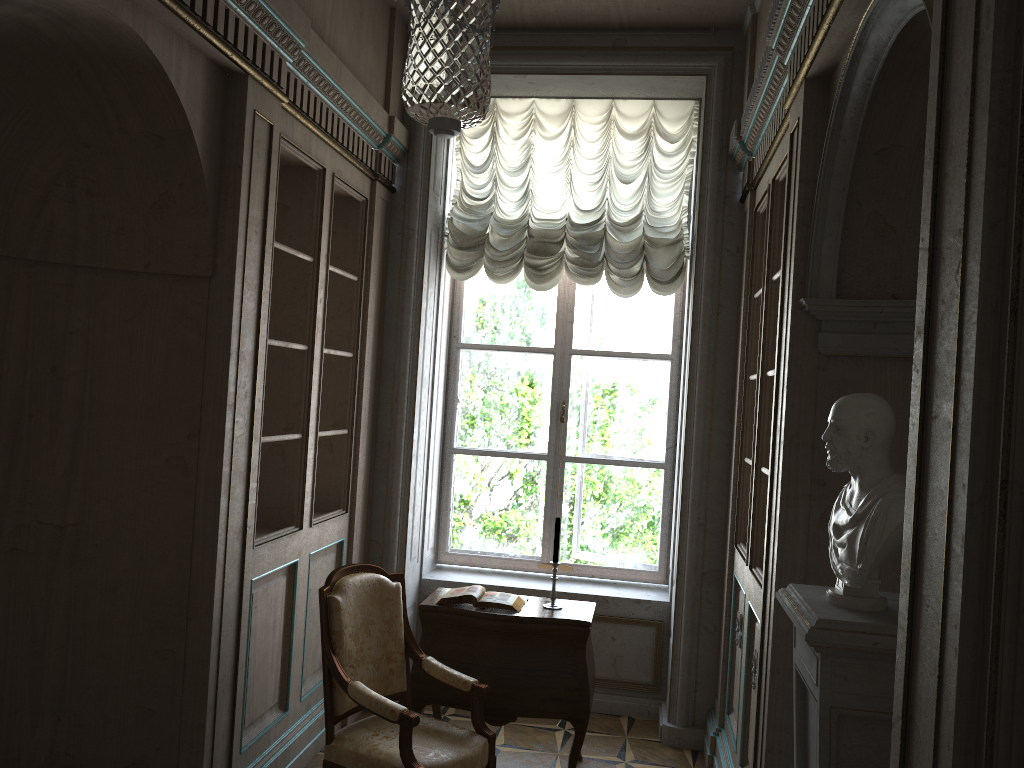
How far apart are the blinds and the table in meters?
1.8 m

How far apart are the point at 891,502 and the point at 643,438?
3.4m

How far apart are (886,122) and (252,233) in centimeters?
219cm

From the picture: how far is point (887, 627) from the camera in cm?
198

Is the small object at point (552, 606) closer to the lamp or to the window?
the window

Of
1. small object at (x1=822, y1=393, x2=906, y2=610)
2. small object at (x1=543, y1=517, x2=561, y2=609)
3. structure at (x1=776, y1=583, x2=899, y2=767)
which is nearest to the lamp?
small object at (x1=822, y1=393, x2=906, y2=610)

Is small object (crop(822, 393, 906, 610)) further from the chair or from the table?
the table

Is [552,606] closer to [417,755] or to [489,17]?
[417,755]

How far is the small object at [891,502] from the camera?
2.0 meters

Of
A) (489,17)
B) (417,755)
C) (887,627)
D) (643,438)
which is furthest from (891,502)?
(643,438)
